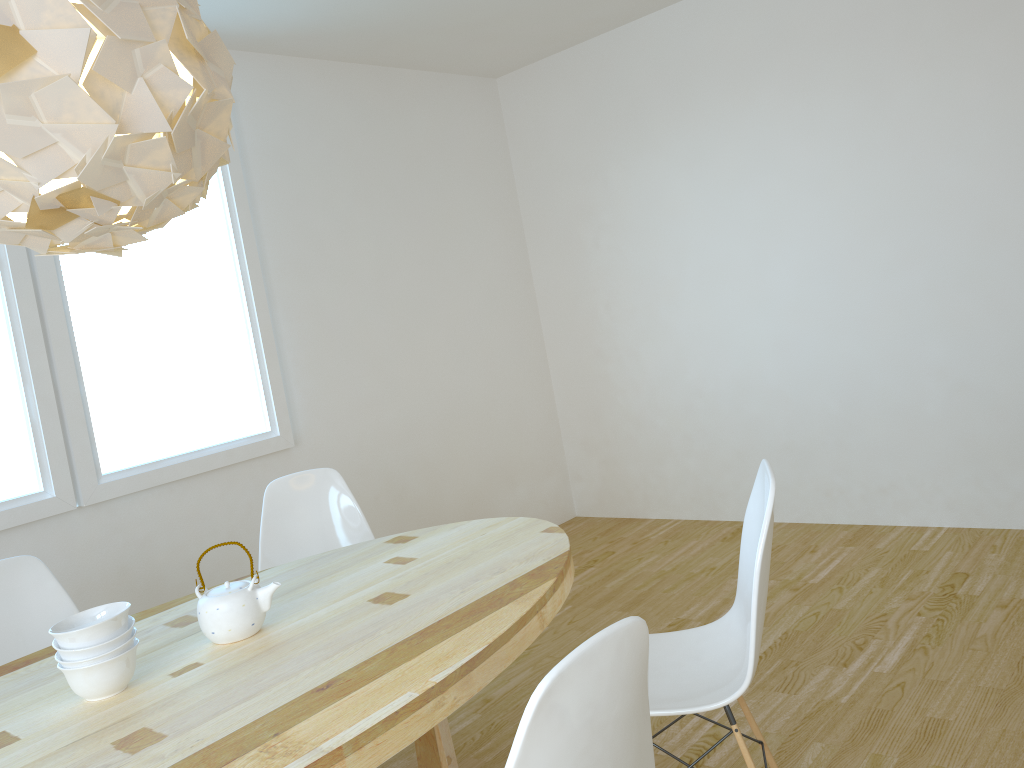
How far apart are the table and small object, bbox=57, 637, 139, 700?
0.01m

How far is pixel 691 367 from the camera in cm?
475

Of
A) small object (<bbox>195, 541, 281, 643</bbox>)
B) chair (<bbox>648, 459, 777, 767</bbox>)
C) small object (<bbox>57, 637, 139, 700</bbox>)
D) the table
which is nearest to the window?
the table

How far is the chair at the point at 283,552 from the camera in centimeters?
306cm

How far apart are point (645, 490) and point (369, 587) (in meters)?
3.11

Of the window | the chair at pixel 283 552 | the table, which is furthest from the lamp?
the window

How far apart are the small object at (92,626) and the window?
1.50m

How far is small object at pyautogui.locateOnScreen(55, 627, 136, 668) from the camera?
1.7 meters

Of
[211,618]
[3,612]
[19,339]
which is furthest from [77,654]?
[19,339]

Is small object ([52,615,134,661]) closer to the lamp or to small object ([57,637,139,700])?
small object ([57,637,139,700])
